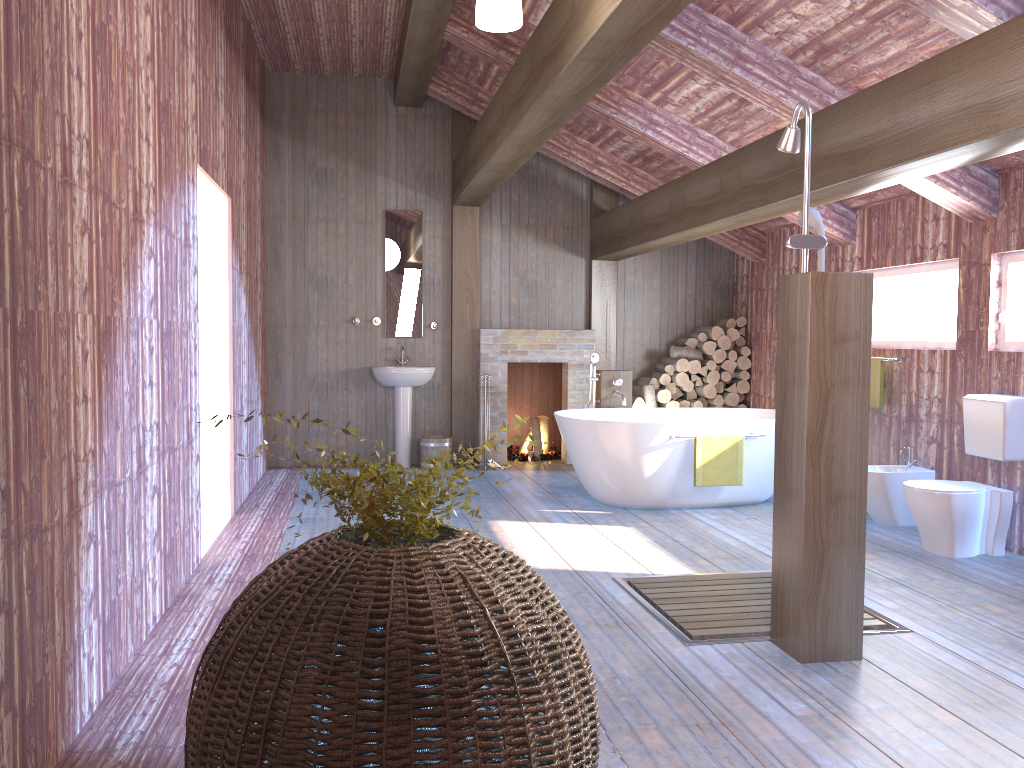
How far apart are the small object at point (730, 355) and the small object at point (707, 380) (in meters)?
0.22

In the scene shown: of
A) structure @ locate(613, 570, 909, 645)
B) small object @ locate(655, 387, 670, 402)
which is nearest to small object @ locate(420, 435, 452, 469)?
small object @ locate(655, 387, 670, 402)

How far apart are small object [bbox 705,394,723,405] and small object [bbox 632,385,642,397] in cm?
72

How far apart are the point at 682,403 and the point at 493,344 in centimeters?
191cm

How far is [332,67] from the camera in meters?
8.0 m

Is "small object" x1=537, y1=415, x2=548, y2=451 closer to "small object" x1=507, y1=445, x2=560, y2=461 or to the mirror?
"small object" x1=507, y1=445, x2=560, y2=461

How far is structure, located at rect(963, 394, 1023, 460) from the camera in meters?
5.0

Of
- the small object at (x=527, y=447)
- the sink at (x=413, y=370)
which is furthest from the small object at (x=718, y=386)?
the sink at (x=413, y=370)

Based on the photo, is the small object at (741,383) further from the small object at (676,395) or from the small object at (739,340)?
the small object at (676,395)

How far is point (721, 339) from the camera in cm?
851
